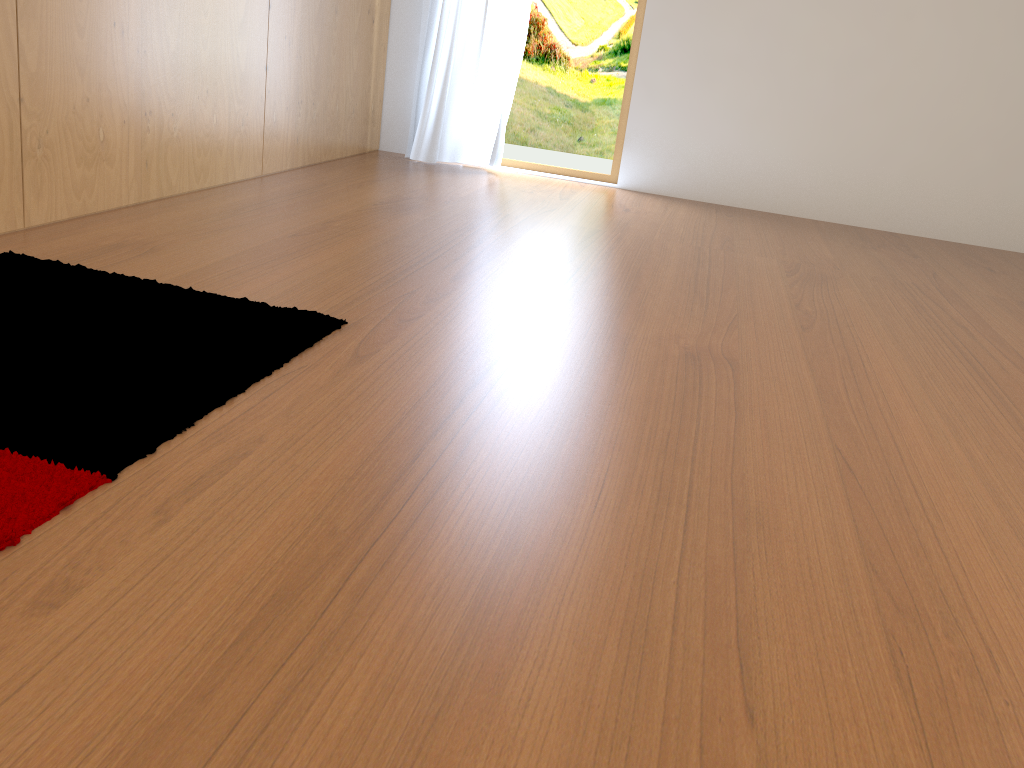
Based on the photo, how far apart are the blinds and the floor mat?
2.7 meters

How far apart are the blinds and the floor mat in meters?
2.7

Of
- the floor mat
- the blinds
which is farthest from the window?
the floor mat

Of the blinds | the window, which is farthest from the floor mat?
the window

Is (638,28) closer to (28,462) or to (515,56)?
(515,56)

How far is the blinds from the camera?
4.40m

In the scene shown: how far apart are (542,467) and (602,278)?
1.4 meters

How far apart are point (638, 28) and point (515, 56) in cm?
64

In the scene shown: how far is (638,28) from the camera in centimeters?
445cm

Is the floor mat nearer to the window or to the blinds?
the blinds
